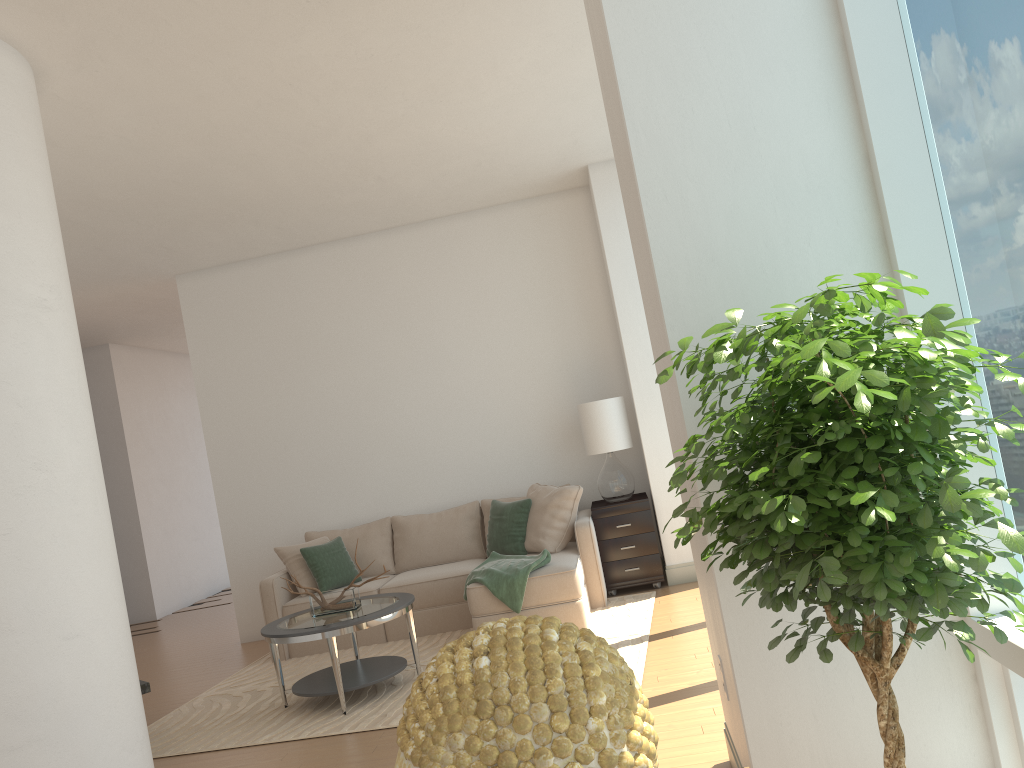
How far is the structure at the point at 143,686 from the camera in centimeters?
483cm

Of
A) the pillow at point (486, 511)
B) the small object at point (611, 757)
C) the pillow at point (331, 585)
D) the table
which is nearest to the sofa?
the pillow at point (331, 585)

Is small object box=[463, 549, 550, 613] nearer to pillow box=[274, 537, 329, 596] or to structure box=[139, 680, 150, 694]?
pillow box=[274, 537, 329, 596]

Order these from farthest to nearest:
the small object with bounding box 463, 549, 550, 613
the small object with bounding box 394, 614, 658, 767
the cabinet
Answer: the cabinet → the small object with bounding box 463, 549, 550, 613 → the small object with bounding box 394, 614, 658, 767

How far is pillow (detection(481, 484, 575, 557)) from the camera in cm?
745

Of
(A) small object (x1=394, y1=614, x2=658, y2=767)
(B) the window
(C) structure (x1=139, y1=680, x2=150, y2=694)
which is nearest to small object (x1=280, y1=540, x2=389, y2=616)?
(C) structure (x1=139, y1=680, x2=150, y2=694)

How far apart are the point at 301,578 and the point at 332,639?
2.1m

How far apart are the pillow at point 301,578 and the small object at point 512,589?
1.47m

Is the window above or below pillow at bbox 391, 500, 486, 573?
above

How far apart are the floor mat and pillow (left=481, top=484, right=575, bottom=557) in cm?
117
